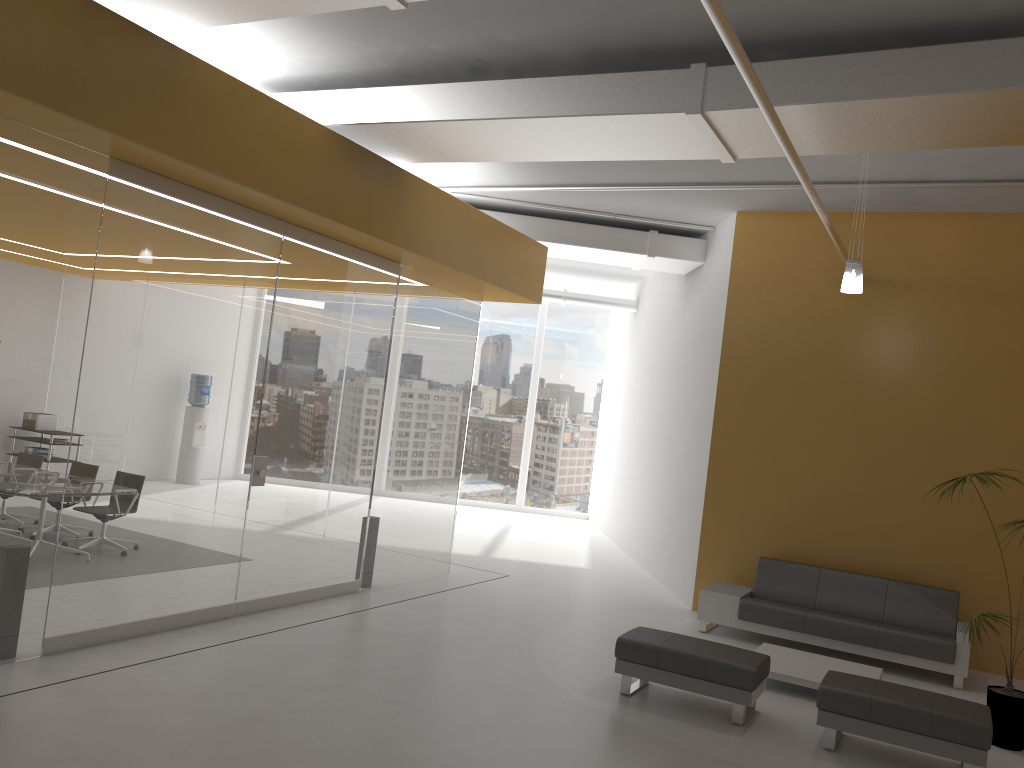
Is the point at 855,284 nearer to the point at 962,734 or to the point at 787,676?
the point at 787,676

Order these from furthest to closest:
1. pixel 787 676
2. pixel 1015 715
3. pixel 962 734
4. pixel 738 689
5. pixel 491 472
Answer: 1. pixel 491 472
2. pixel 787 676
3. pixel 1015 715
4. pixel 738 689
5. pixel 962 734

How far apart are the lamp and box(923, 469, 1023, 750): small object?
1.7m

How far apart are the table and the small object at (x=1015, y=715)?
0.9m

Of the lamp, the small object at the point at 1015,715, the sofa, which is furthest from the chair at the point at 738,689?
the lamp

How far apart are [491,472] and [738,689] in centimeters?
1198cm

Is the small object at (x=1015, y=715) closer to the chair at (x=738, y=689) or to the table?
the table

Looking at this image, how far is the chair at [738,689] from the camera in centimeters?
603cm

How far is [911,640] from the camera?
7.9 meters

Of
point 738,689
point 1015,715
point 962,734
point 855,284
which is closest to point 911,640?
point 1015,715
